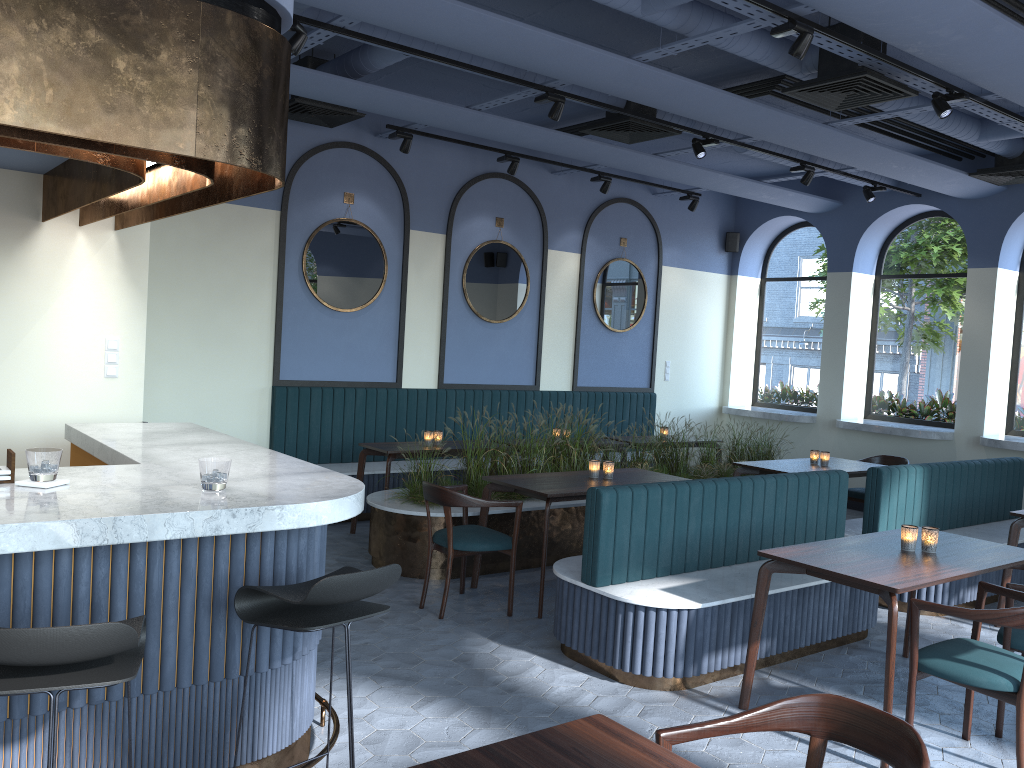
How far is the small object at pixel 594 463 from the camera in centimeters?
612cm

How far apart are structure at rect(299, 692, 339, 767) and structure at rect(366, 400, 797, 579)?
2.3 meters

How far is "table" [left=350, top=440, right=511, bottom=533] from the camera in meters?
7.0 m

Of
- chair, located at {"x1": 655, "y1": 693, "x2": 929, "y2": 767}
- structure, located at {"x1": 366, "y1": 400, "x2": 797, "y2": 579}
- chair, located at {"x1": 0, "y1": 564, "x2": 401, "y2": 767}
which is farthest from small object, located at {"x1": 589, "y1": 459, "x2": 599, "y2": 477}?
chair, located at {"x1": 655, "y1": 693, "x2": 929, "y2": 767}

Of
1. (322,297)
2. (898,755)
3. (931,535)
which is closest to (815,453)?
(931,535)

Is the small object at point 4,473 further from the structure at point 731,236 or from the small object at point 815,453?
the structure at point 731,236

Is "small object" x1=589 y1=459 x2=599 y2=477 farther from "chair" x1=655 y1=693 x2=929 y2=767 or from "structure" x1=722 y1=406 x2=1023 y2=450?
"structure" x1=722 y1=406 x2=1023 y2=450

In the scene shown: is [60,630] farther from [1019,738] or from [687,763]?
[1019,738]

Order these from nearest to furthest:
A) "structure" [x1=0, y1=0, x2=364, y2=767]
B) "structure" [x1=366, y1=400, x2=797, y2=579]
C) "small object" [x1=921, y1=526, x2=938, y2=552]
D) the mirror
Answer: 1. "structure" [x1=0, y1=0, x2=364, y2=767]
2. "small object" [x1=921, y1=526, x2=938, y2=552]
3. "structure" [x1=366, y1=400, x2=797, y2=579]
4. the mirror

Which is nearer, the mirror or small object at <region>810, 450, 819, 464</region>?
small object at <region>810, 450, 819, 464</region>
